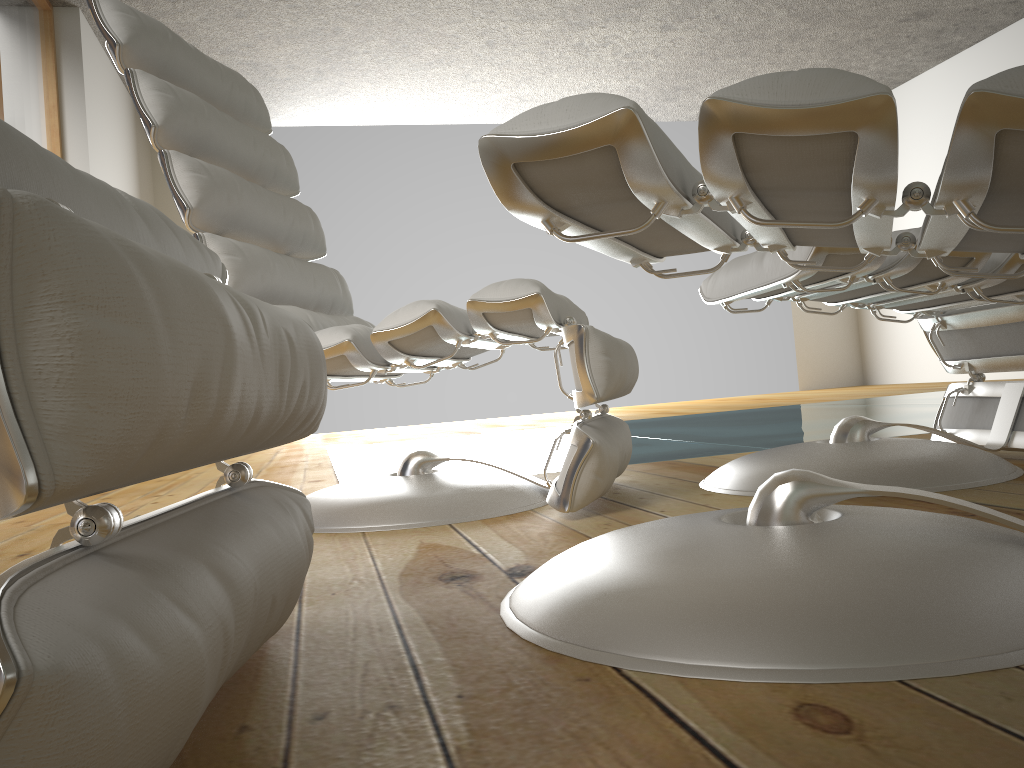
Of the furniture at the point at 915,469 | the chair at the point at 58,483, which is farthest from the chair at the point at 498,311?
the chair at the point at 58,483

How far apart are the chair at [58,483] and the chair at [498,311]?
0.57m

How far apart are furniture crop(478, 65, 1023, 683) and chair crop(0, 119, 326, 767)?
0.2 meters

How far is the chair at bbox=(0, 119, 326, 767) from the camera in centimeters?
33cm

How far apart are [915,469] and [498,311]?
0.71m

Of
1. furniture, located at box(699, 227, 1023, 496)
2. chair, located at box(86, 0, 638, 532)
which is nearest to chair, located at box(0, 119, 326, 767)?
chair, located at box(86, 0, 638, 532)

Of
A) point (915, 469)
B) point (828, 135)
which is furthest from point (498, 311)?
point (828, 135)

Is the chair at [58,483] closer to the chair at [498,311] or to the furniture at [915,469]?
the chair at [498,311]

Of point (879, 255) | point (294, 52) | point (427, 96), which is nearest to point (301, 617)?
point (879, 255)

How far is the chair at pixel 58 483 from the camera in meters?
0.3 m
